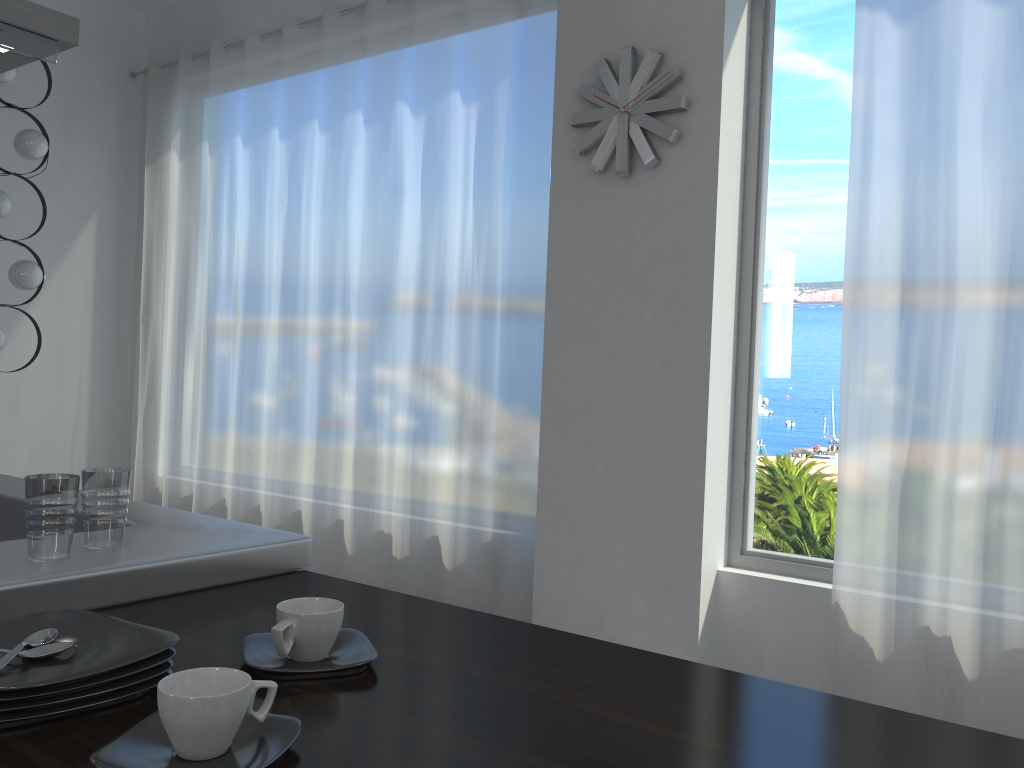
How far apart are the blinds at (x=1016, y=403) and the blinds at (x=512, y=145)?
1.3m

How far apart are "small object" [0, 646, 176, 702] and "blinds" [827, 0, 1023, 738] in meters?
2.6

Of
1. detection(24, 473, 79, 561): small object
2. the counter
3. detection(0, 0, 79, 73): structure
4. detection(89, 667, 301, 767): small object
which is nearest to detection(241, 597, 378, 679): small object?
the counter

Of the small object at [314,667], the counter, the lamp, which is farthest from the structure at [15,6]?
the lamp

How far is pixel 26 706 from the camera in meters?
0.8

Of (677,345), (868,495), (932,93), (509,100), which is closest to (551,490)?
(677,345)

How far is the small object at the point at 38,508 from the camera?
1.25m

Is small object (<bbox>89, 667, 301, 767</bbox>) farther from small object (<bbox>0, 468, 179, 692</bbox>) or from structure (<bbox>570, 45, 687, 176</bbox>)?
structure (<bbox>570, 45, 687, 176</bbox>)

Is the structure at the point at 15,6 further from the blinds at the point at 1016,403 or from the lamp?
the blinds at the point at 1016,403

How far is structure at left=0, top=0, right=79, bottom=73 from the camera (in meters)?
2.21
